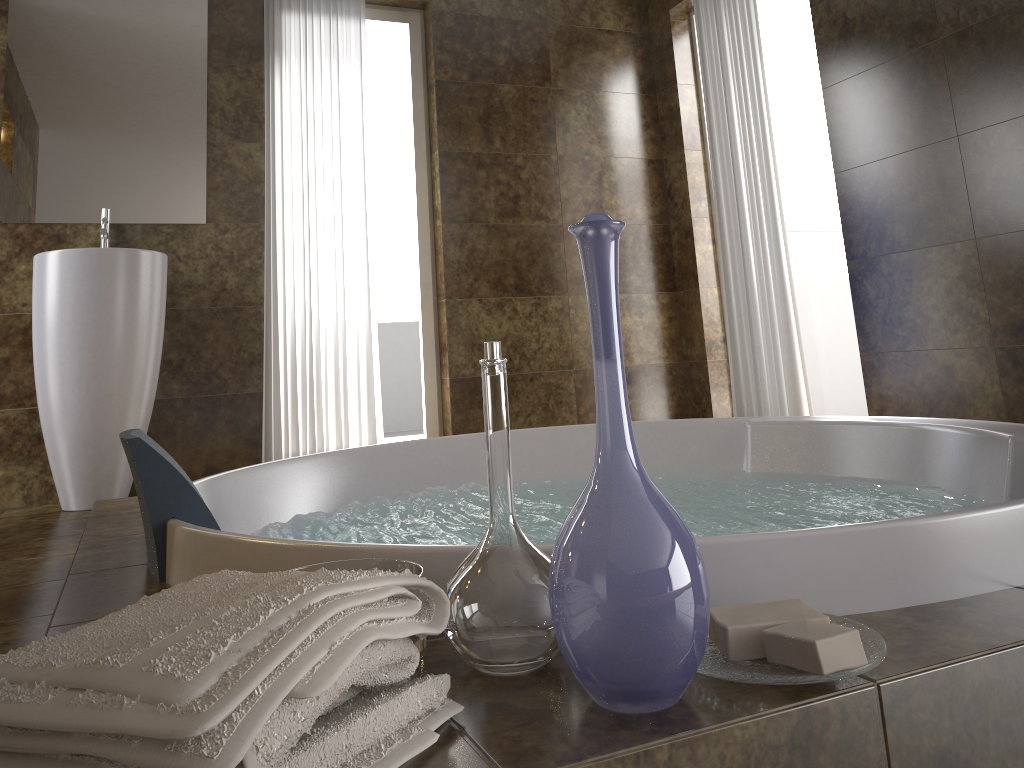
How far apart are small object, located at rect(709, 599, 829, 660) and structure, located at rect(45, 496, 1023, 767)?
0.0 meters

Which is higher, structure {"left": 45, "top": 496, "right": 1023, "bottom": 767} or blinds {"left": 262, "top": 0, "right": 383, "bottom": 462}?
blinds {"left": 262, "top": 0, "right": 383, "bottom": 462}

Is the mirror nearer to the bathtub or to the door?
the bathtub

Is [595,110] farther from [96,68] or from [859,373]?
[96,68]

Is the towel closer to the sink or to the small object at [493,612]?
the small object at [493,612]

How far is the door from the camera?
4.3m

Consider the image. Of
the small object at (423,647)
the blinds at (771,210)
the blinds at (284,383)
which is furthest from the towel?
the blinds at (771,210)

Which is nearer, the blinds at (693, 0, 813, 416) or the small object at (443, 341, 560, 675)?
the small object at (443, 341, 560, 675)

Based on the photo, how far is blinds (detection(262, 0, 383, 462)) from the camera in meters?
3.7

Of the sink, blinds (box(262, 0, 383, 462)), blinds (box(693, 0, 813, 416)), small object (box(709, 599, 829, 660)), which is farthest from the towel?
blinds (box(693, 0, 813, 416))
